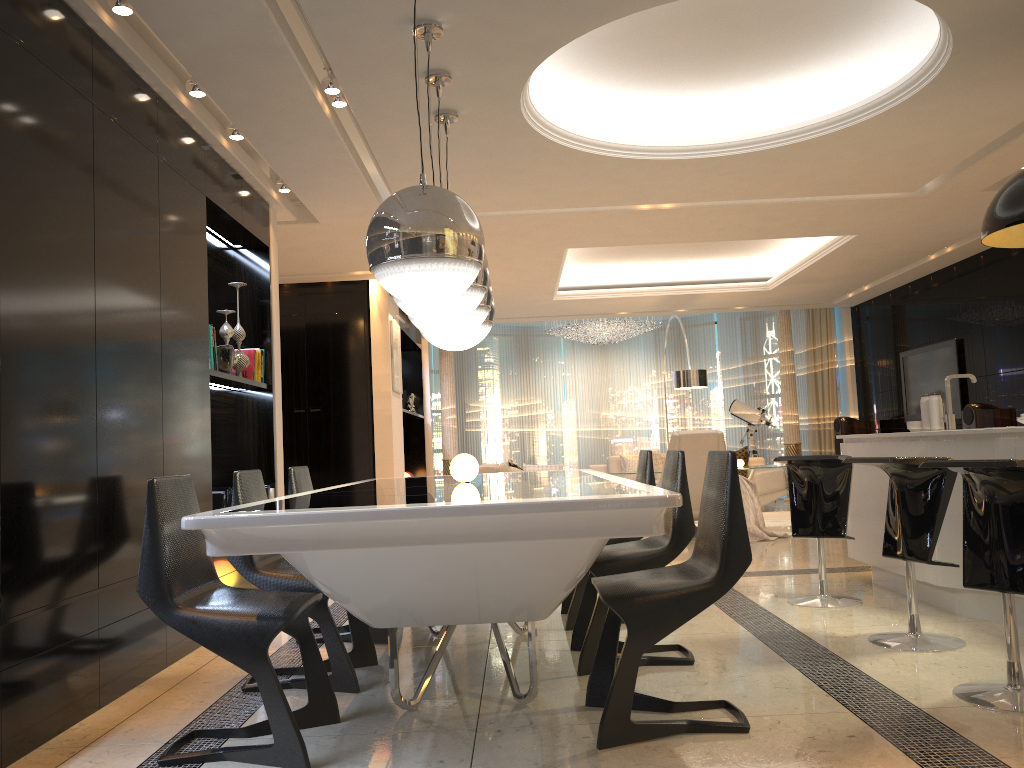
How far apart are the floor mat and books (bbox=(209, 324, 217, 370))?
6.4 meters

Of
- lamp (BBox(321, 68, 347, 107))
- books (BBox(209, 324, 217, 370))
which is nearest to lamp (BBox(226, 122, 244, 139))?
lamp (BBox(321, 68, 347, 107))

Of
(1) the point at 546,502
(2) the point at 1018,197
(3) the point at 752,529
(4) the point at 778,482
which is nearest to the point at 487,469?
(3) the point at 752,529

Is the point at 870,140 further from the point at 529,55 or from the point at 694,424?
the point at 694,424

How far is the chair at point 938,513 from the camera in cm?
365

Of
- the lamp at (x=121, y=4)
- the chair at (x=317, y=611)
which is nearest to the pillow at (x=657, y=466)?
the chair at (x=317, y=611)

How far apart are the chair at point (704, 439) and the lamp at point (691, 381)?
2.4 meters

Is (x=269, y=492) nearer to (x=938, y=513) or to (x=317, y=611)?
(x=317, y=611)

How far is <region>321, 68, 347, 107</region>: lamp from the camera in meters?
4.3 m

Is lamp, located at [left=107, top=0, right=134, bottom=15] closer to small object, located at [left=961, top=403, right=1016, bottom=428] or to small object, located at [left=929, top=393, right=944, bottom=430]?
small object, located at [left=929, top=393, right=944, bottom=430]
